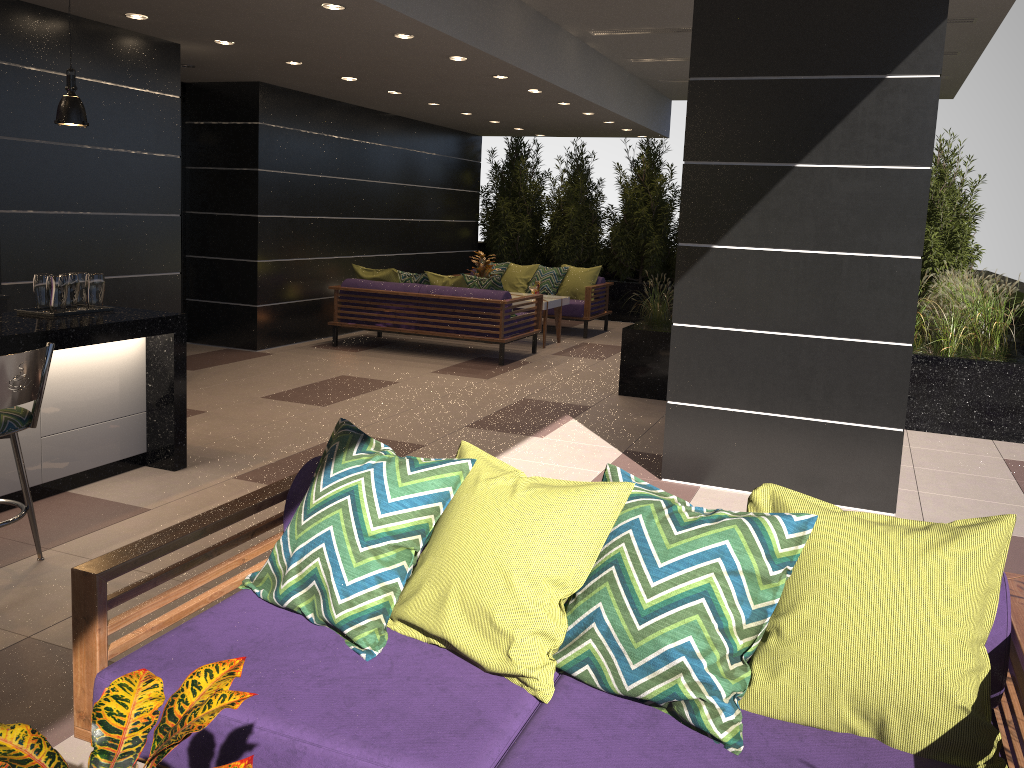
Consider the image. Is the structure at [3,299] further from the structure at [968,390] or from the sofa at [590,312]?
the sofa at [590,312]

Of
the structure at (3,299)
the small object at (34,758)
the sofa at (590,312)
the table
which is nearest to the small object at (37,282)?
the structure at (3,299)

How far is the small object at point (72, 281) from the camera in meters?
4.8

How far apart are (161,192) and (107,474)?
2.8m

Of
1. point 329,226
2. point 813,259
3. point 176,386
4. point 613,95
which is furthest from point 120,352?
point 613,95

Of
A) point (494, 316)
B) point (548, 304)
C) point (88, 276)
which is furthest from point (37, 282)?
point (548, 304)

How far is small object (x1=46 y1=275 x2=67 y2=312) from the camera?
4.66m

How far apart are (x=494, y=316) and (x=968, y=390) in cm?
443

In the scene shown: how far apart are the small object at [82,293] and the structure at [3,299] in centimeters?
91cm

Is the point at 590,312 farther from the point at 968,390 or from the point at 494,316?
the point at 968,390
